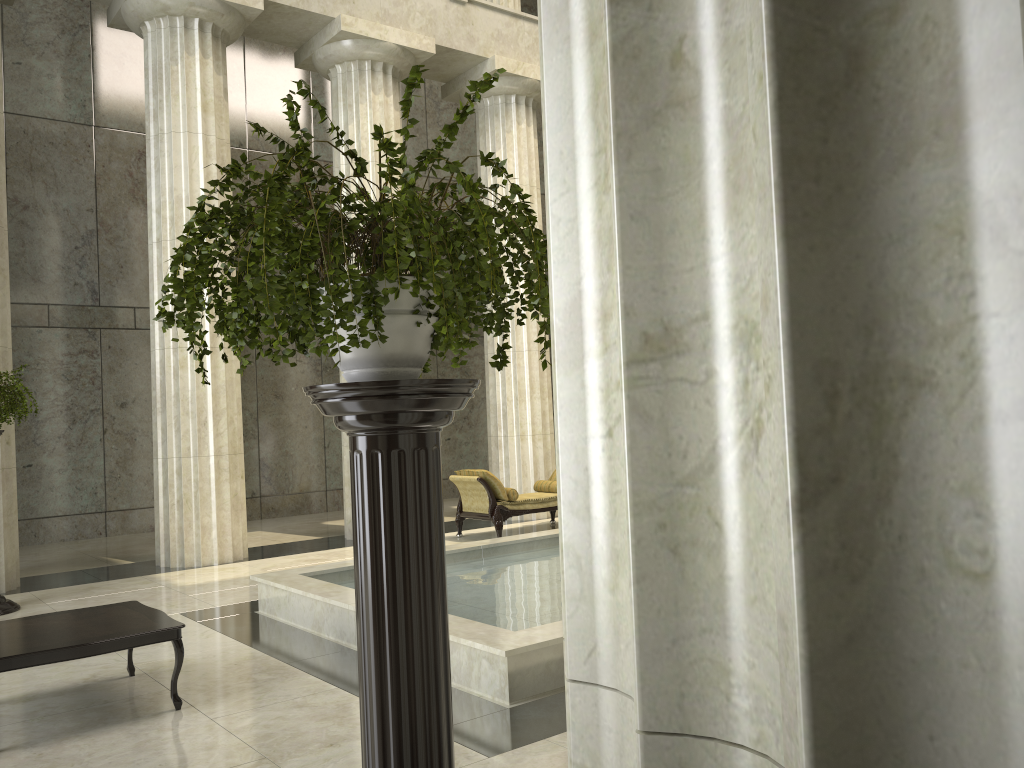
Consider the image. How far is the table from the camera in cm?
478

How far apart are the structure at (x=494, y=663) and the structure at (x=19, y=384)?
2.6m

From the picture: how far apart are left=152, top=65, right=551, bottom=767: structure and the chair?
8.8m

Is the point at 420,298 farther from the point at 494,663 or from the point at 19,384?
the point at 19,384

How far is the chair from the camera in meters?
11.6

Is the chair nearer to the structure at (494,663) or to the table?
the structure at (494,663)

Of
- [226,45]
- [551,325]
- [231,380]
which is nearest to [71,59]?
[226,45]

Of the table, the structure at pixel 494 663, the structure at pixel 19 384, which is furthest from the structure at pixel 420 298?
the structure at pixel 19 384

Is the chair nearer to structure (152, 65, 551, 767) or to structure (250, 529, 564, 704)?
structure (250, 529, 564, 704)

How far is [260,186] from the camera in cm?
214
